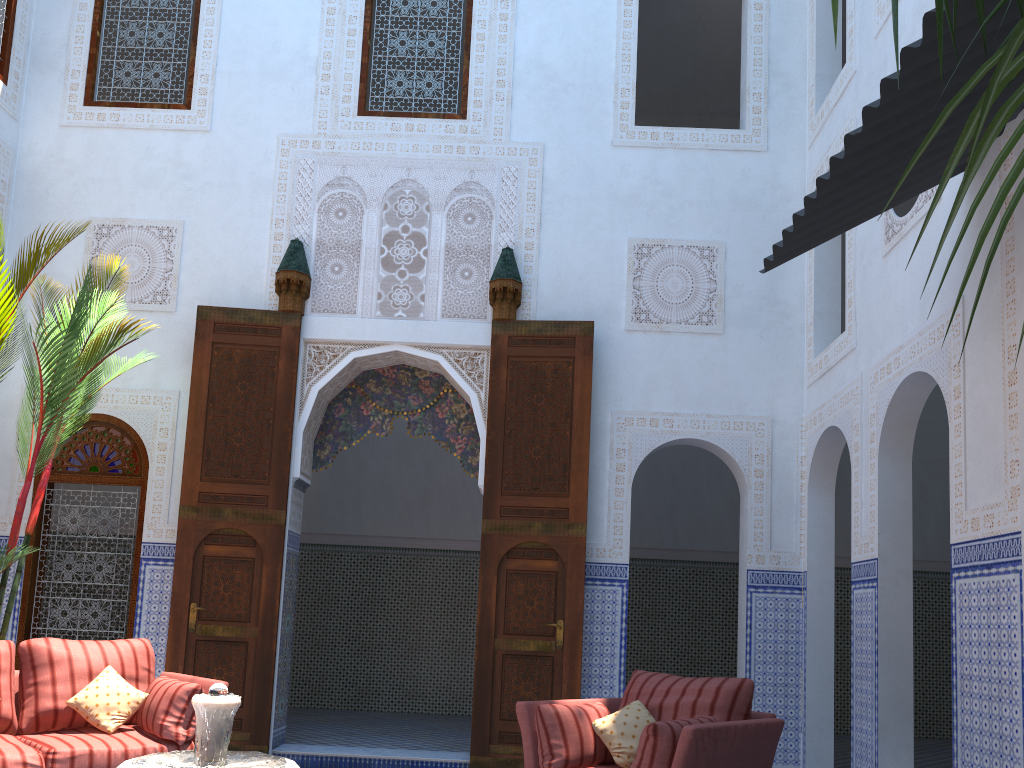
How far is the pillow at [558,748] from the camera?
3.0m

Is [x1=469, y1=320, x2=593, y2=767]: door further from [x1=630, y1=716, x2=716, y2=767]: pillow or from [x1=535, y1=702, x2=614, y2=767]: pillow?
[x1=630, y1=716, x2=716, y2=767]: pillow

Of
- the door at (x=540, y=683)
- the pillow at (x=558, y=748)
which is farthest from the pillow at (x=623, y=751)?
the door at (x=540, y=683)

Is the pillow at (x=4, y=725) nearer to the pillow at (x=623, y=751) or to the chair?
the chair

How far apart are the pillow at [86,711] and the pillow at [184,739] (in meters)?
0.02

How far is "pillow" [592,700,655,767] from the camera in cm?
302

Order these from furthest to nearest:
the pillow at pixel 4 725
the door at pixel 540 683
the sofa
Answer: the door at pixel 540 683 < the pillow at pixel 4 725 < the sofa

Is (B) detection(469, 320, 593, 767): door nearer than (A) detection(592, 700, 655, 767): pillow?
No

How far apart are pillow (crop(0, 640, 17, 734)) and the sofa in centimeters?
2cm

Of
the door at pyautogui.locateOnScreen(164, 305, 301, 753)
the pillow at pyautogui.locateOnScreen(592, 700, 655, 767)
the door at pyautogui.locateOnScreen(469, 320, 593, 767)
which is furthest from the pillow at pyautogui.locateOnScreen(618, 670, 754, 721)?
the door at pyautogui.locateOnScreen(164, 305, 301, 753)
